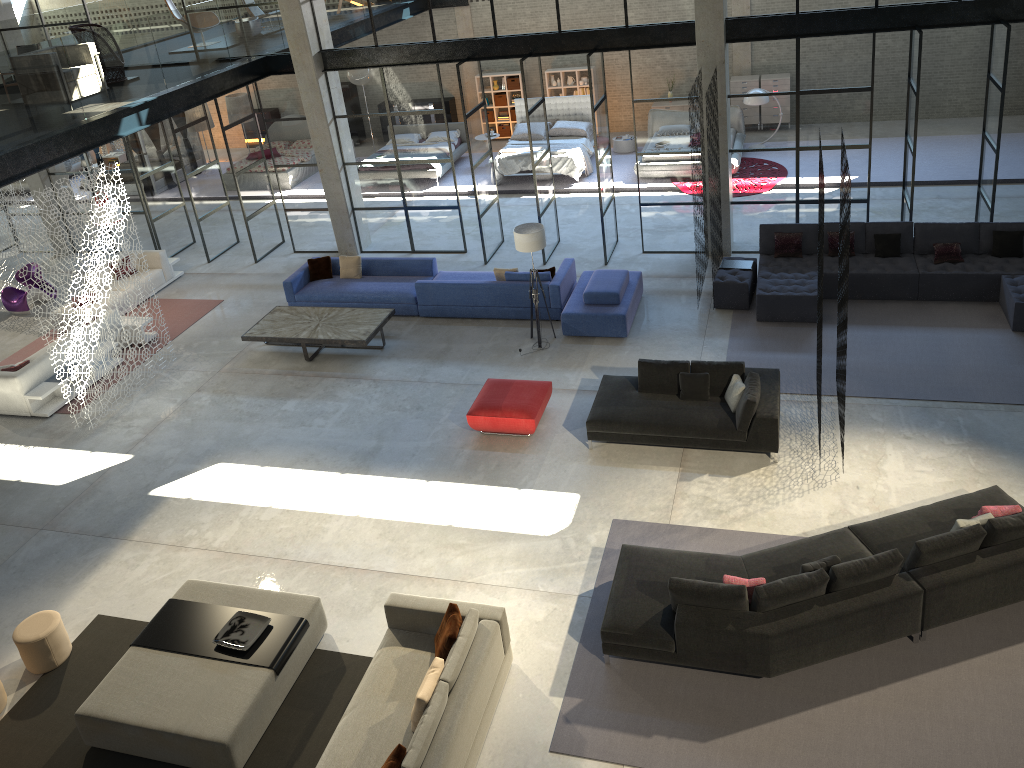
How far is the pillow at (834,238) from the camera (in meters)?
12.80

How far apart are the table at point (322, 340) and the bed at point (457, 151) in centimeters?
804cm

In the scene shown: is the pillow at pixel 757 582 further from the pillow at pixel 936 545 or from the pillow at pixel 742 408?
the pillow at pixel 742 408

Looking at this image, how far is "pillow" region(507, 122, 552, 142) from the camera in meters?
19.6

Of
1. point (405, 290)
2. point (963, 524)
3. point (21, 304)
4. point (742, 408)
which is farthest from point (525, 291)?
point (21, 304)

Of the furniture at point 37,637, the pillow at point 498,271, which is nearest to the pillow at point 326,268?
the pillow at point 498,271

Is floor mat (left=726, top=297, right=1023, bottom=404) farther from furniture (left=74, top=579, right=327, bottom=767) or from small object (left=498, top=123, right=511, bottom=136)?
small object (left=498, top=123, right=511, bottom=136)

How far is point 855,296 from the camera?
12.5 meters

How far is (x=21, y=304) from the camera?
15.76m

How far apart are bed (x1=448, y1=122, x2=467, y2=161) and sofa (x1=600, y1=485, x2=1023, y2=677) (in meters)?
14.04
